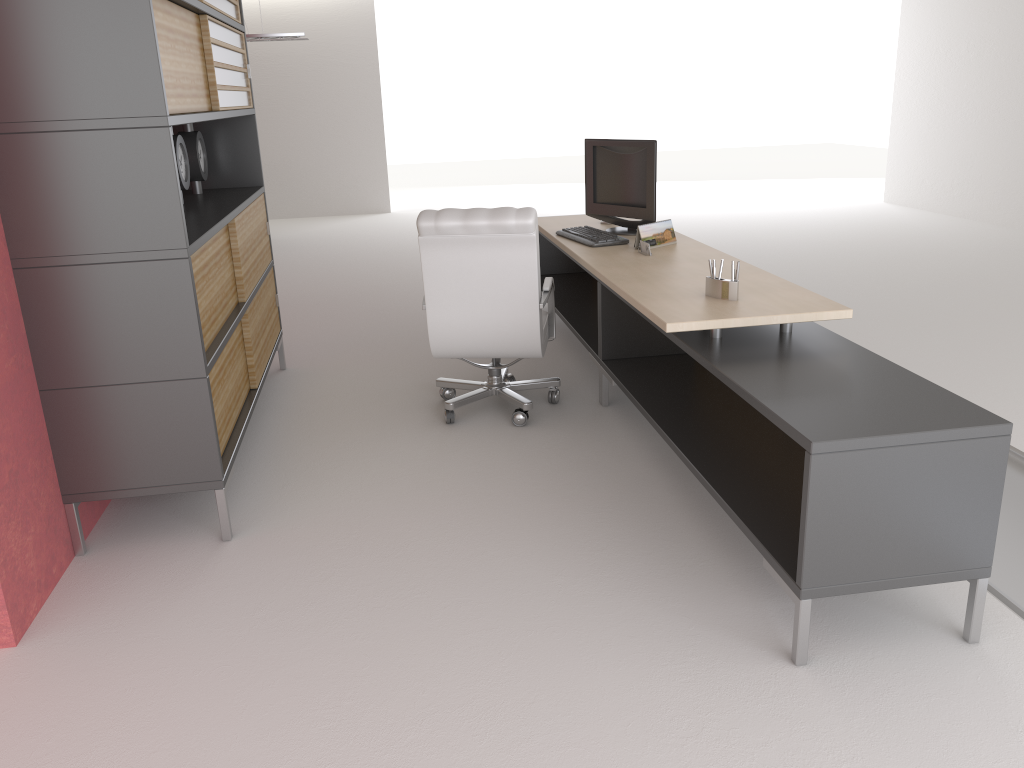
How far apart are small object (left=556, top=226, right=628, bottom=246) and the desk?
0.1m

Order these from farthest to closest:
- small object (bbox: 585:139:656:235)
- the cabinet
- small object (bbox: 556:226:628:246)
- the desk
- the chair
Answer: small object (bbox: 585:139:656:235), small object (bbox: 556:226:628:246), the chair, the cabinet, the desk

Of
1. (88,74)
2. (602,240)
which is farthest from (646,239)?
(88,74)

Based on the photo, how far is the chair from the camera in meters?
6.1

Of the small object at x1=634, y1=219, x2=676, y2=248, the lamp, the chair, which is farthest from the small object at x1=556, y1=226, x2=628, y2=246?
the lamp

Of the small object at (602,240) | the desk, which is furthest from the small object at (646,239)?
the small object at (602,240)

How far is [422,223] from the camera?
6.1m

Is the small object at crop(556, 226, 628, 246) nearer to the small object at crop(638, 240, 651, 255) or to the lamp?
the small object at crop(638, 240, 651, 255)

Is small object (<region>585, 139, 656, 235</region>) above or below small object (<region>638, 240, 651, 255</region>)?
above

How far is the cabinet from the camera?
4.3 meters
